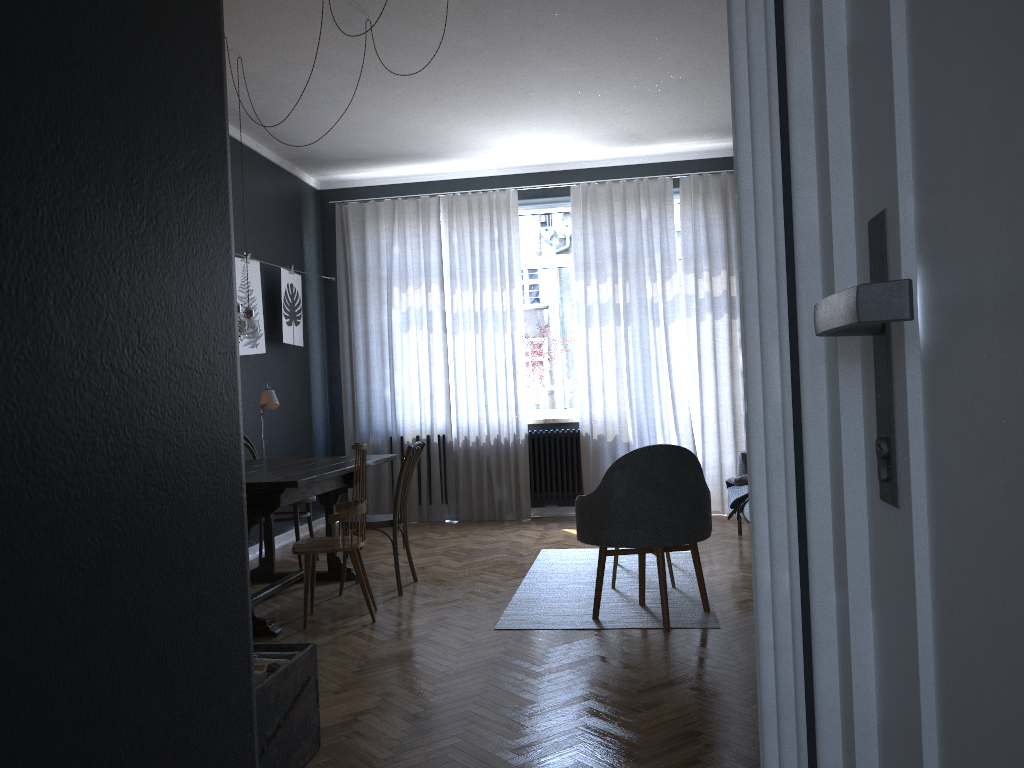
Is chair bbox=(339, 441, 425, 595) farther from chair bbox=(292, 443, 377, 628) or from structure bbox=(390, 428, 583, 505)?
structure bbox=(390, 428, 583, 505)

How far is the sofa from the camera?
5.33m

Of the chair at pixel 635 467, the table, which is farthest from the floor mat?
the table

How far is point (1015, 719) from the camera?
0.5m

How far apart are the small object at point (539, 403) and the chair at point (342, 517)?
3.24m

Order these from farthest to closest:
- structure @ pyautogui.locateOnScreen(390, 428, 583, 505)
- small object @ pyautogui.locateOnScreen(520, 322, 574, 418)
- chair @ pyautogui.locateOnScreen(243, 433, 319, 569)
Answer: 1. small object @ pyautogui.locateOnScreen(520, 322, 574, 418)
2. structure @ pyautogui.locateOnScreen(390, 428, 583, 505)
3. chair @ pyautogui.locateOnScreen(243, 433, 319, 569)

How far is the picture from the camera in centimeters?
606cm

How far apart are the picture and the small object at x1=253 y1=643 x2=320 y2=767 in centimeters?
360cm

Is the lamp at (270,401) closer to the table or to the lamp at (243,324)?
the table

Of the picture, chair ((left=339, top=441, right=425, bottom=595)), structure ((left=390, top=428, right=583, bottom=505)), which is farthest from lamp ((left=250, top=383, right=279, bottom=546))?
structure ((left=390, top=428, right=583, bottom=505))
